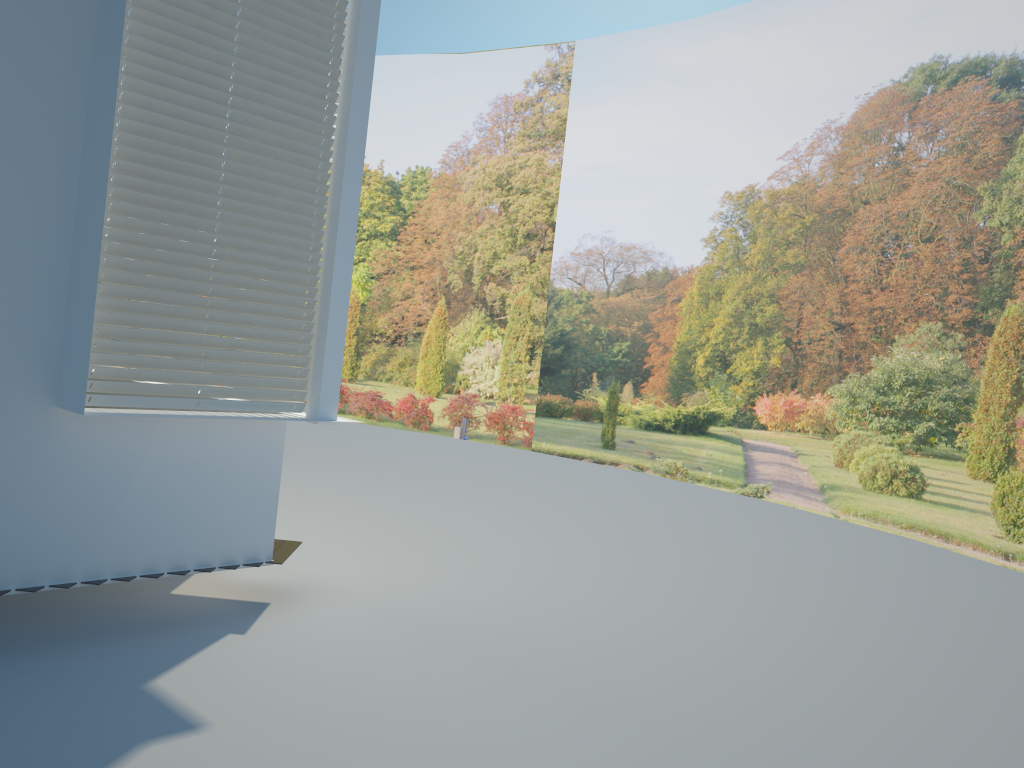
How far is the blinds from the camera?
3.89m

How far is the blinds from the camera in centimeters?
389cm

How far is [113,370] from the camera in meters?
3.9
